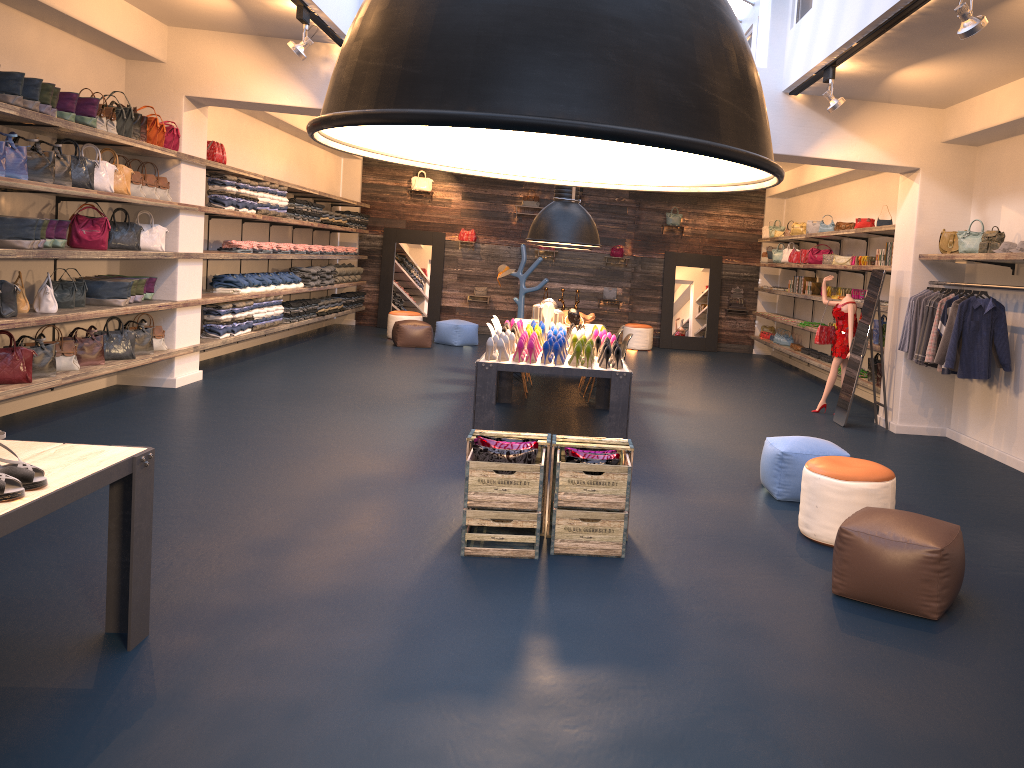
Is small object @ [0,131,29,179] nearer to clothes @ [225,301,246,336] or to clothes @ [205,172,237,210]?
clothes @ [205,172,237,210]

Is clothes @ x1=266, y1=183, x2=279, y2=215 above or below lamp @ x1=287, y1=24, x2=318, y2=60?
below

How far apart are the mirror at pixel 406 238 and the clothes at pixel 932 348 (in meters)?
10.51

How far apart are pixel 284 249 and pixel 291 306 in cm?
82

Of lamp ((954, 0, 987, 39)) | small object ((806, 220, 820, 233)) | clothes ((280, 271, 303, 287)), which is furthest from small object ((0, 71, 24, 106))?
small object ((806, 220, 820, 233))

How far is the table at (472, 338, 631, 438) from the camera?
6.9m

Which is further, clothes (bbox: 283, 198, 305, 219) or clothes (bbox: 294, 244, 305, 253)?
clothes (bbox: 294, 244, 305, 253)

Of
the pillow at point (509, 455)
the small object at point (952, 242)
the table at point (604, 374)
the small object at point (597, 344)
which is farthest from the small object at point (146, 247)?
the small object at point (952, 242)

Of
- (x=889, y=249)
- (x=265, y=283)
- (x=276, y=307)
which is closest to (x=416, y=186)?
(x=276, y=307)

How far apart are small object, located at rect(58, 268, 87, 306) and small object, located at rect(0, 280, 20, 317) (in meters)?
1.11
